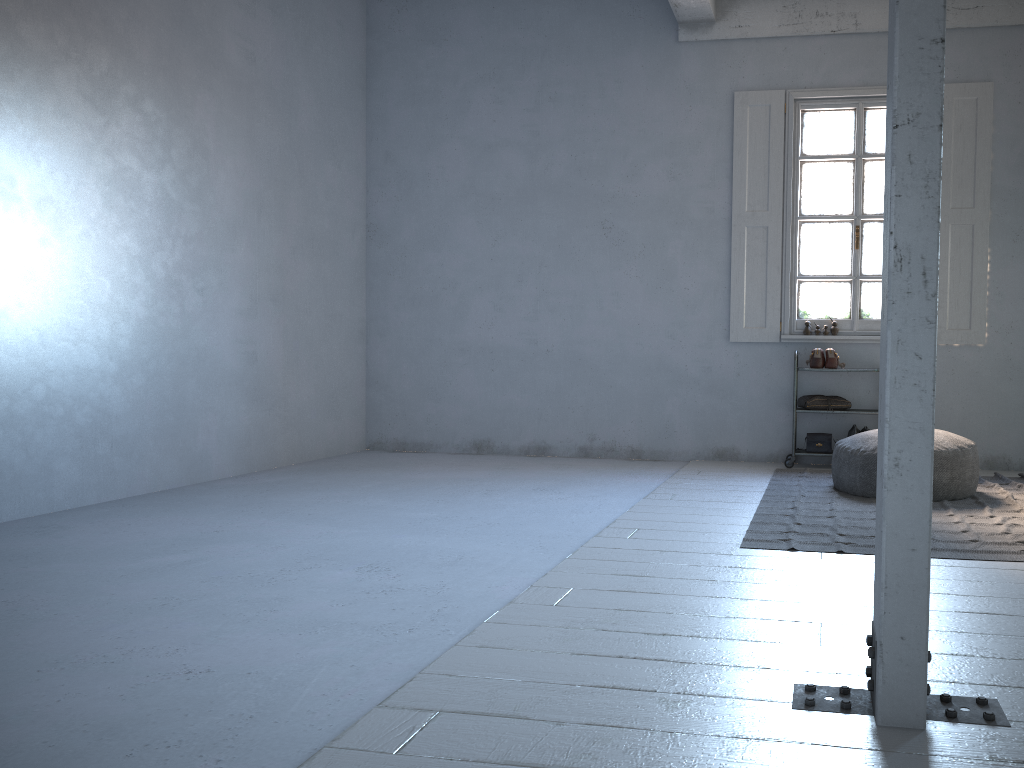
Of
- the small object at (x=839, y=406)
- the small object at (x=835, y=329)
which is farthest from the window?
the small object at (x=839, y=406)

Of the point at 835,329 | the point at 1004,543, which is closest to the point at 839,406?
the point at 835,329

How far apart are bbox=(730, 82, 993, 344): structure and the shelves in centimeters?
73cm

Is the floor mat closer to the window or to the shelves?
the shelves

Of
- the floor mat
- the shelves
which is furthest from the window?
the floor mat

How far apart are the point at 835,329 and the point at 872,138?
1.6m

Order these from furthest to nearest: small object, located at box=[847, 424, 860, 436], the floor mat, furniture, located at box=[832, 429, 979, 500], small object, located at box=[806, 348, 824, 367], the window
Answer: the window, small object, located at box=[806, 348, 824, 367], small object, located at box=[847, 424, 860, 436], furniture, located at box=[832, 429, 979, 500], the floor mat

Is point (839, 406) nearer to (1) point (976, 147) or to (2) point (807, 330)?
(2) point (807, 330)

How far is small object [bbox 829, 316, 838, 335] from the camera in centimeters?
735cm

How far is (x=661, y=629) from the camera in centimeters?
299cm
